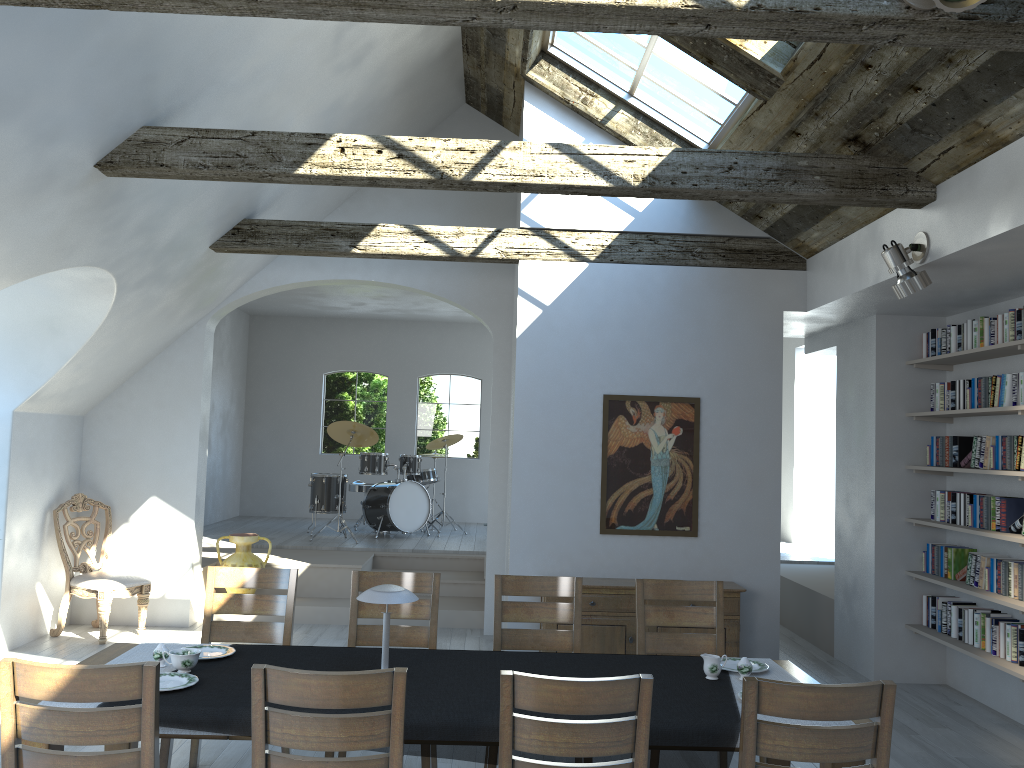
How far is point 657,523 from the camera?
6.6m

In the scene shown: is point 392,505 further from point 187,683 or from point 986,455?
point 187,683

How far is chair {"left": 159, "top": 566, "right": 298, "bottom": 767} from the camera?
4.54m

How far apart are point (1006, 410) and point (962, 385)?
0.8m

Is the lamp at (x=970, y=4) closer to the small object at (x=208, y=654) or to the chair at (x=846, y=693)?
the chair at (x=846, y=693)

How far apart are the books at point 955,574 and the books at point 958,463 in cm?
61

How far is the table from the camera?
3.71m

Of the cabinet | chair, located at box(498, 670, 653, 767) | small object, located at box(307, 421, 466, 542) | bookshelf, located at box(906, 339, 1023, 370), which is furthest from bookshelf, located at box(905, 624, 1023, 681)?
small object, located at box(307, 421, 466, 542)

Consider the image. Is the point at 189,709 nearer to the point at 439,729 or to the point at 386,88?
the point at 439,729

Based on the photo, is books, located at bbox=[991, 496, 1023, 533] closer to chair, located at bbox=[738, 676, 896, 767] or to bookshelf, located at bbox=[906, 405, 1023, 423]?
bookshelf, located at bbox=[906, 405, 1023, 423]
